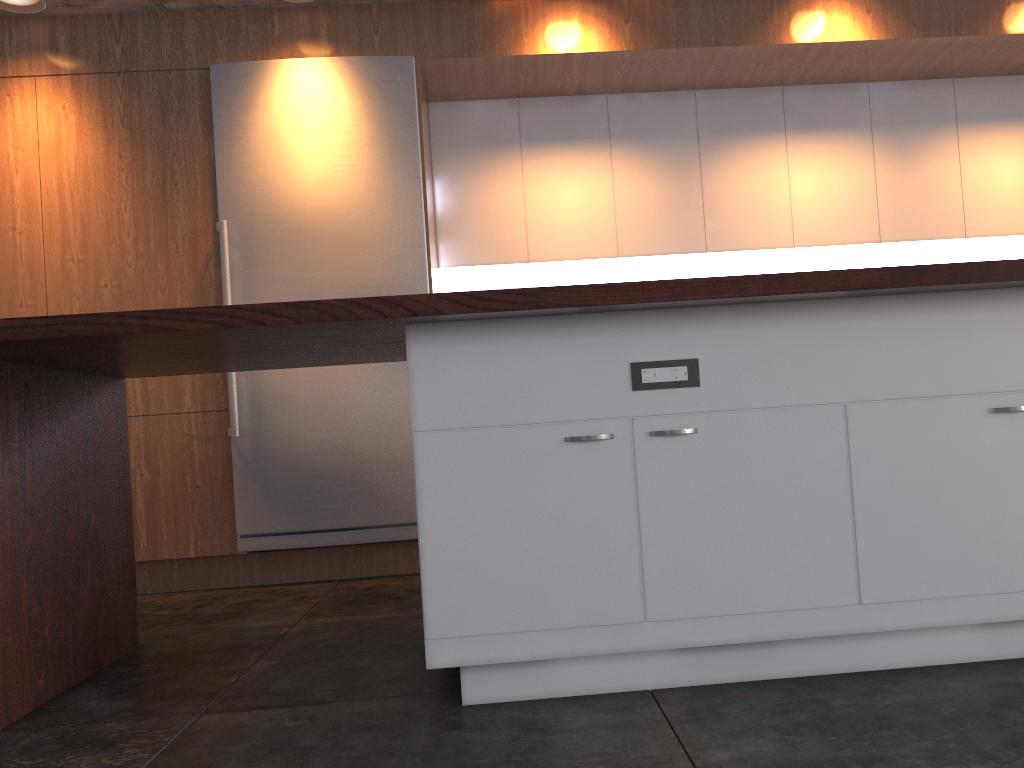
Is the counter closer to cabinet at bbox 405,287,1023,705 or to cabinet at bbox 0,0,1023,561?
cabinet at bbox 405,287,1023,705

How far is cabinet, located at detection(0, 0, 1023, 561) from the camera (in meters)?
4.15

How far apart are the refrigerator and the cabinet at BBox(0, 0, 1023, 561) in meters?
0.1 m

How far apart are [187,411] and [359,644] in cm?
184

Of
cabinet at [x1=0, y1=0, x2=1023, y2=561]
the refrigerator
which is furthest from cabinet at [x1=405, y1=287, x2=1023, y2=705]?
cabinet at [x1=0, y1=0, x2=1023, y2=561]

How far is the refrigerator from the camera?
4.10m

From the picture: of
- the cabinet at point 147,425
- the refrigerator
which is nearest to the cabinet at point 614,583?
the refrigerator

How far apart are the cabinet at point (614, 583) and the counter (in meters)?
0.05

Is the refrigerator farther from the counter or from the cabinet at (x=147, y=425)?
the counter

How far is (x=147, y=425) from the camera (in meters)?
4.15
